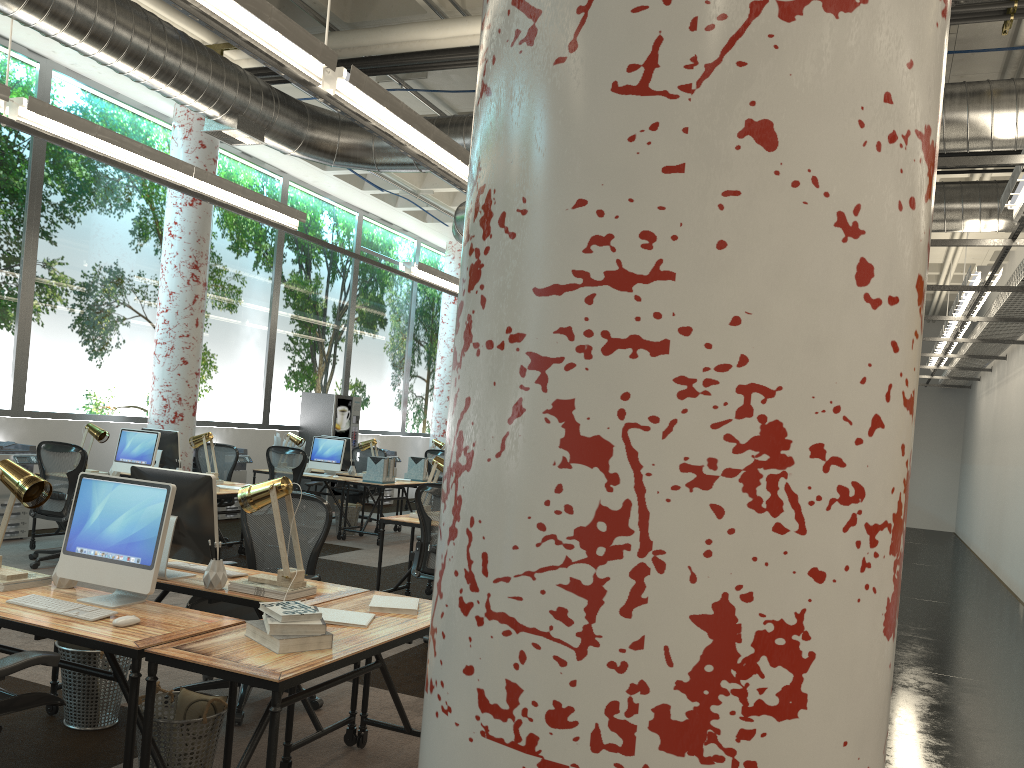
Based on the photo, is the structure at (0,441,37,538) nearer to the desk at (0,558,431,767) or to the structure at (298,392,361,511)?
the structure at (298,392,361,511)

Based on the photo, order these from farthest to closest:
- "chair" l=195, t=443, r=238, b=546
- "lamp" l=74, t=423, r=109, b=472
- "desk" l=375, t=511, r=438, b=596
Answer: "chair" l=195, t=443, r=238, b=546
"lamp" l=74, t=423, r=109, b=472
"desk" l=375, t=511, r=438, b=596

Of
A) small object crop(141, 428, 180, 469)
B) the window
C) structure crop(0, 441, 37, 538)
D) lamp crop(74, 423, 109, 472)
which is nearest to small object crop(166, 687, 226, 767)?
lamp crop(74, 423, 109, 472)

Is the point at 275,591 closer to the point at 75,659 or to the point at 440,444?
the point at 75,659

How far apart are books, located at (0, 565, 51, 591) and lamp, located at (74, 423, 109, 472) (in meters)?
5.17

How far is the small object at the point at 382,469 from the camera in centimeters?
1058cm

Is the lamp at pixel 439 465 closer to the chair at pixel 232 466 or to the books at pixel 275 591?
the books at pixel 275 591

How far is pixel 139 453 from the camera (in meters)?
8.33

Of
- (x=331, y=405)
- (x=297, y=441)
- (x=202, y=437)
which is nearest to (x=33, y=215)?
(x=202, y=437)

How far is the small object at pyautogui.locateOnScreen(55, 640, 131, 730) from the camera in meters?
3.9
